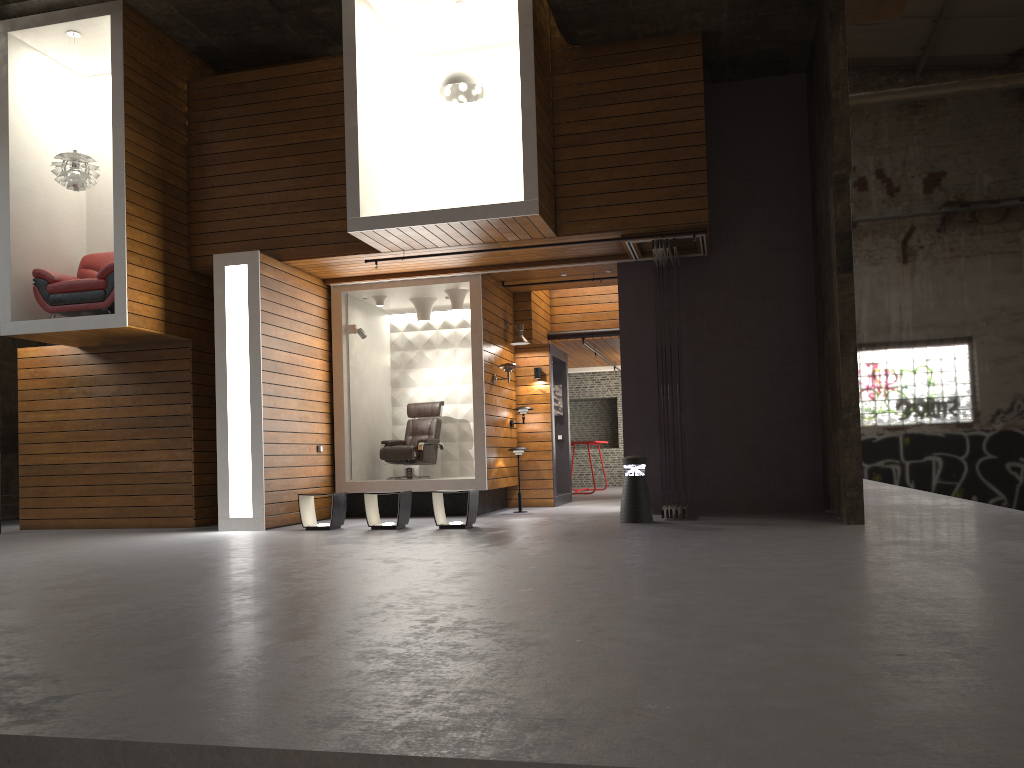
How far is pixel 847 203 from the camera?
8.3 meters

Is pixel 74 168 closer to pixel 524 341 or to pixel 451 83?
pixel 451 83

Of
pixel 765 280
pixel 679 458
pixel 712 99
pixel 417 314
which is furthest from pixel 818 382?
pixel 417 314

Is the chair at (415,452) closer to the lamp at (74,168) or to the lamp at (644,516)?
the lamp at (644,516)

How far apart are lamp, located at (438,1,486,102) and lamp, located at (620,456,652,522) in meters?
4.3

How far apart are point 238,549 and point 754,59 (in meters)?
7.62

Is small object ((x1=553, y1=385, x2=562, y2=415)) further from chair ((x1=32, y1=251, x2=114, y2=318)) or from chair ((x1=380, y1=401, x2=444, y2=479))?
chair ((x1=32, y1=251, x2=114, y2=318))

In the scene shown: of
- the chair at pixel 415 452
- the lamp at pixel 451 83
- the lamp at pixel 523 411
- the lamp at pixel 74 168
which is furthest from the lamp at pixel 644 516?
the lamp at pixel 74 168

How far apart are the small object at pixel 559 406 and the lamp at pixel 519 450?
2.4m

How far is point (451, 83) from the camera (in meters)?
9.45
